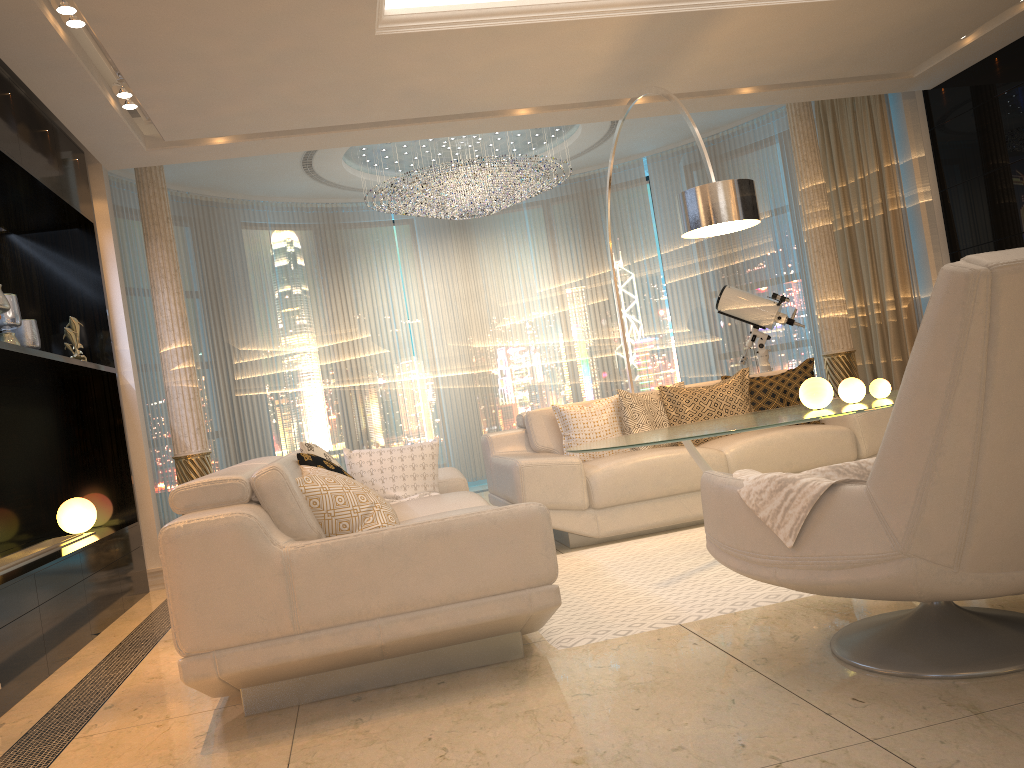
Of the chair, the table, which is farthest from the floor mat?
the chair

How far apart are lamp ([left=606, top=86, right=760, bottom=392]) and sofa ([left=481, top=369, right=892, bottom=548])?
1.1 meters

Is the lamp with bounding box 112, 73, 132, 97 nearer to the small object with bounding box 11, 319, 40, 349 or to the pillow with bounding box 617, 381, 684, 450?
the small object with bounding box 11, 319, 40, 349

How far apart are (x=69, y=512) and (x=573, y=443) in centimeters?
296cm

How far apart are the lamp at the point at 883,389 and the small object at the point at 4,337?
4.1 meters

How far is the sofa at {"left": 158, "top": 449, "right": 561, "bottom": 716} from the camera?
2.5 meters

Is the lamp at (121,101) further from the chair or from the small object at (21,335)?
the chair

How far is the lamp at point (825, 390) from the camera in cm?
385

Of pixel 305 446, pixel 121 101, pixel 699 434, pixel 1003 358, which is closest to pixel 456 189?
pixel 121 101

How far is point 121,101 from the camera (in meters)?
4.60
